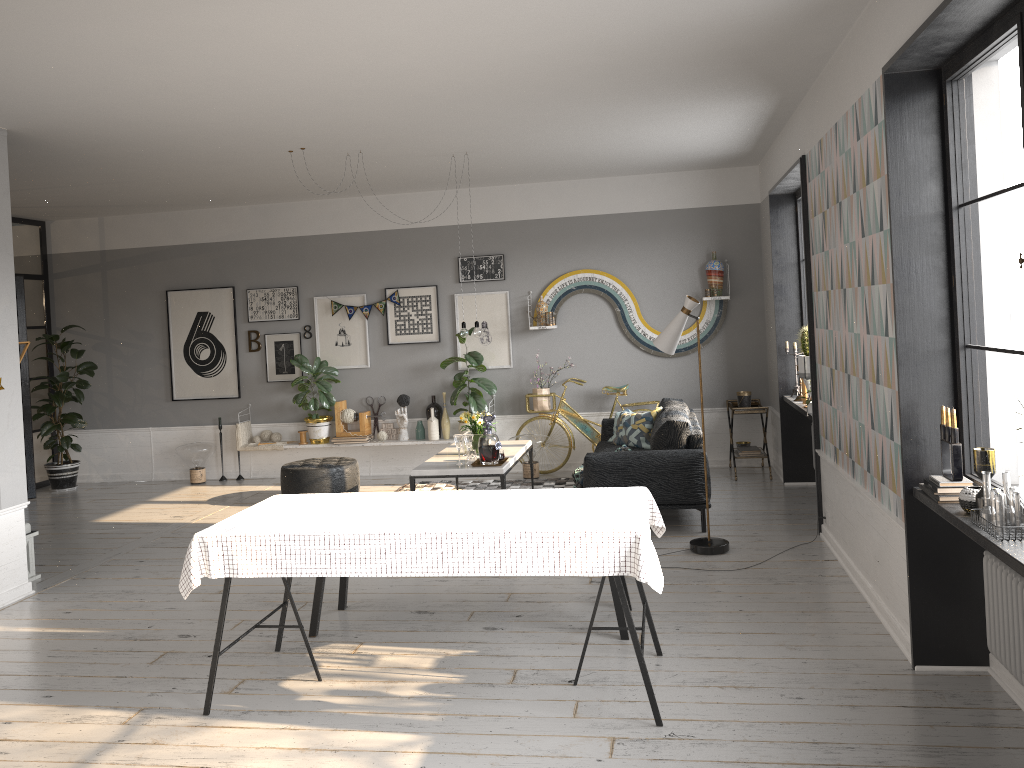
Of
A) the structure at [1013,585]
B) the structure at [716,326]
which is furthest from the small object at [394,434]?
the structure at [1013,585]

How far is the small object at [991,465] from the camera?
3.2m

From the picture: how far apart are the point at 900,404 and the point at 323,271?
6.9 meters

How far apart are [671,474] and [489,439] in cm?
138

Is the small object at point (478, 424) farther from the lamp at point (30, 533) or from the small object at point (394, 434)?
the lamp at point (30, 533)

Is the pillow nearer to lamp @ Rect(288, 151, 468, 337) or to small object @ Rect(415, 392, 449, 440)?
lamp @ Rect(288, 151, 468, 337)

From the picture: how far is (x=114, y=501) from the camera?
8.87m

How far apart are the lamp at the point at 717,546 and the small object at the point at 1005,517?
2.8 meters

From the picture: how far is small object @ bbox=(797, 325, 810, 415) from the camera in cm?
637

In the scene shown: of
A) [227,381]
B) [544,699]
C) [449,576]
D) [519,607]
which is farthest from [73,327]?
[544,699]
